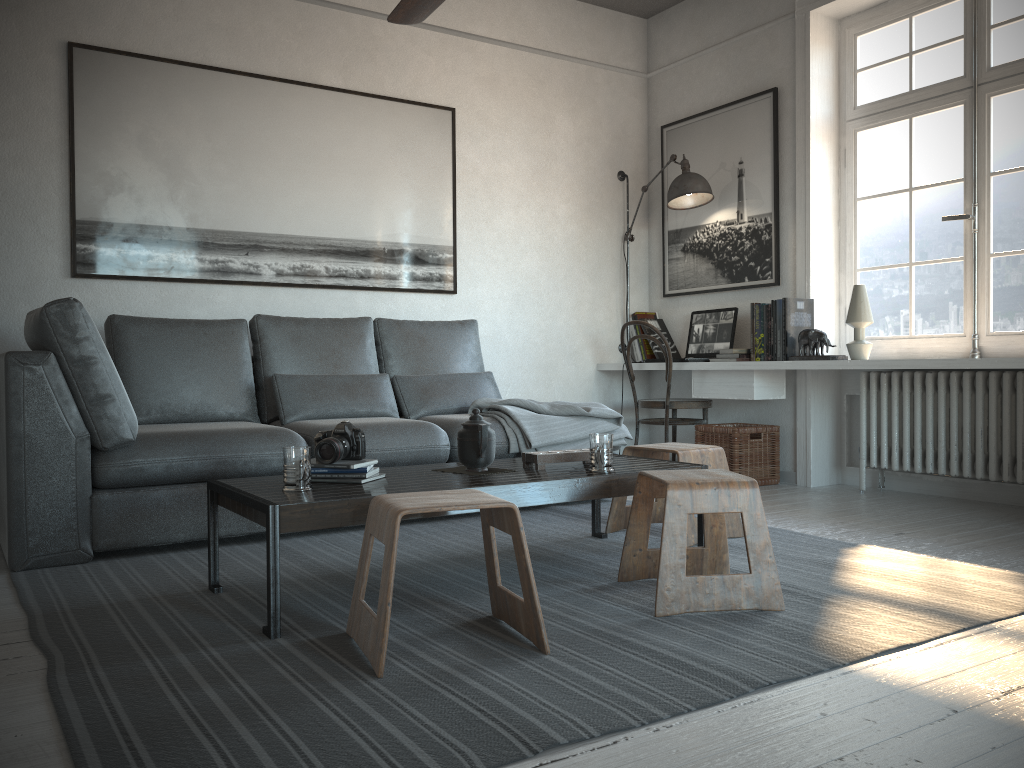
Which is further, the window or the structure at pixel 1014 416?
the window

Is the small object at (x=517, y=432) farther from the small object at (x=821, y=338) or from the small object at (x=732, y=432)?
the small object at (x=821, y=338)

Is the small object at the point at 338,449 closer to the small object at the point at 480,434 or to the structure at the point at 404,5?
the small object at the point at 480,434

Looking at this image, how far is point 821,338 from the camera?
4.4m

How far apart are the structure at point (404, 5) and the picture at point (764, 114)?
2.44m

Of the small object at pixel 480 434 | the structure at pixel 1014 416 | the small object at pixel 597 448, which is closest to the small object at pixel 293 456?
the small object at pixel 480 434

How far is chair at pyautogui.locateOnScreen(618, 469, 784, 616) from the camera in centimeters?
229cm

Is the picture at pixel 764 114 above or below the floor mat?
above

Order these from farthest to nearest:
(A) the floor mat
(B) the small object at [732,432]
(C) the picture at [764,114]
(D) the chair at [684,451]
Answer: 1. (C) the picture at [764,114]
2. (B) the small object at [732,432]
3. (D) the chair at [684,451]
4. (A) the floor mat

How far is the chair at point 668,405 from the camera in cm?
498
